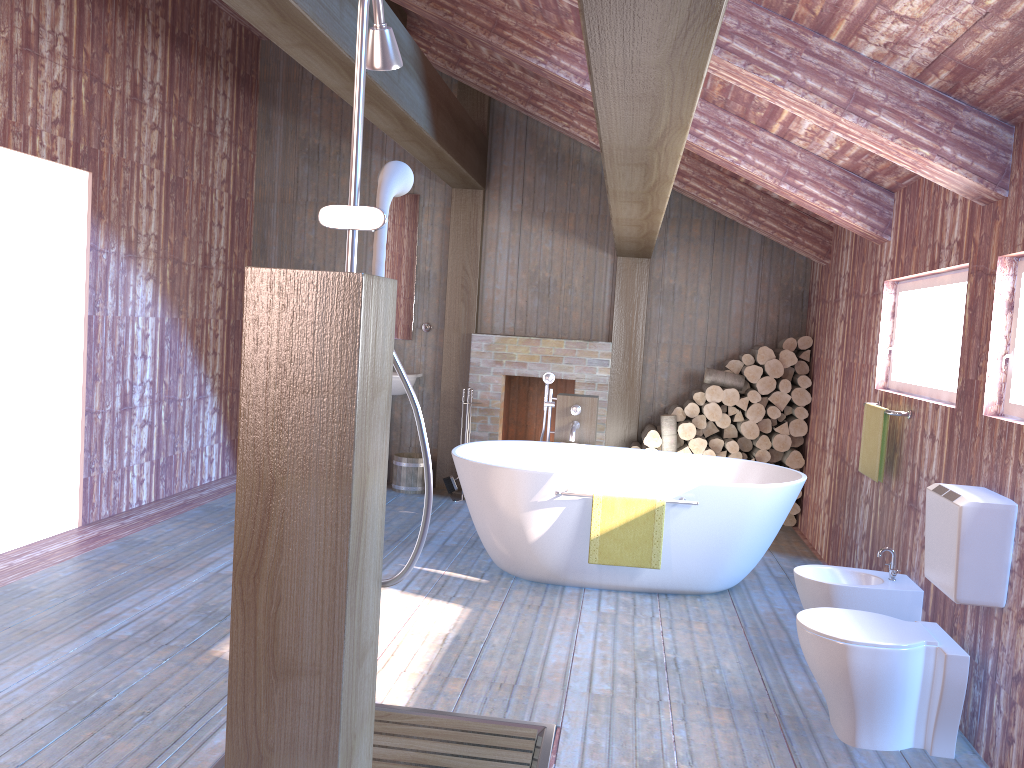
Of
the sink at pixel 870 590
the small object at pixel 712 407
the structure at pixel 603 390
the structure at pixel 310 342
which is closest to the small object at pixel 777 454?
the small object at pixel 712 407

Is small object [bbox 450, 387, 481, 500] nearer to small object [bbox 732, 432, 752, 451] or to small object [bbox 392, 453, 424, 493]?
small object [bbox 392, 453, 424, 493]

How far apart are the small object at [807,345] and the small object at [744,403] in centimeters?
58cm

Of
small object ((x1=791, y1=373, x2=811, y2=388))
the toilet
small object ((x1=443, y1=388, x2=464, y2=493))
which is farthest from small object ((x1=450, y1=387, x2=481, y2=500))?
the toilet

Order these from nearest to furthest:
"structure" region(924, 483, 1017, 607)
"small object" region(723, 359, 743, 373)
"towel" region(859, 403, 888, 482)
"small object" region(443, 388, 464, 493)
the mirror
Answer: "structure" region(924, 483, 1017, 607)
"towel" region(859, 403, 888, 482)
"small object" region(723, 359, 743, 373)
"small object" region(443, 388, 464, 493)
the mirror

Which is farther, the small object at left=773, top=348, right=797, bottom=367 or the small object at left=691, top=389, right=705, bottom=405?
the small object at left=691, top=389, right=705, bottom=405

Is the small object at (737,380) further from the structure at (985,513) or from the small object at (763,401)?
the structure at (985,513)

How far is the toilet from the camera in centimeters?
300cm

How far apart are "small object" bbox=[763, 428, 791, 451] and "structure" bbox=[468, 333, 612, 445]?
1.3 meters

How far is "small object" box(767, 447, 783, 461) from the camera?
6.7 meters
